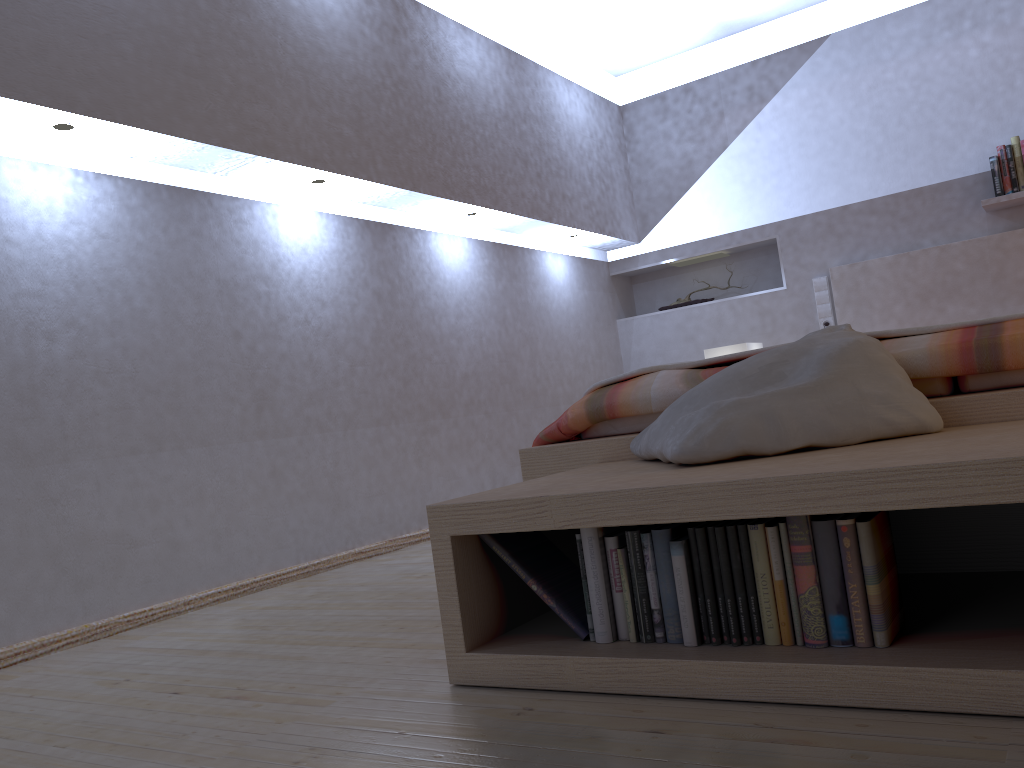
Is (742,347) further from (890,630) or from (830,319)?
(890,630)

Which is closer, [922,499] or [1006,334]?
[922,499]

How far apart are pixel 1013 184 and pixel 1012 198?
0.1m

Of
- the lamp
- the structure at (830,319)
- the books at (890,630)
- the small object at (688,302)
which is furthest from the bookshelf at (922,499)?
the small object at (688,302)

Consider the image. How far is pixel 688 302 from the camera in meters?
5.2 m

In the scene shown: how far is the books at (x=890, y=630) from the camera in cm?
121

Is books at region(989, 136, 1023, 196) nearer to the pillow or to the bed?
the bed

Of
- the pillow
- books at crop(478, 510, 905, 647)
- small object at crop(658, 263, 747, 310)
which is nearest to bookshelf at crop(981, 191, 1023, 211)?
small object at crop(658, 263, 747, 310)

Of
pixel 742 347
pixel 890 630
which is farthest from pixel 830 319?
pixel 890 630

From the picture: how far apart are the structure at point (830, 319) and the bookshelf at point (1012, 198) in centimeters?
82cm
